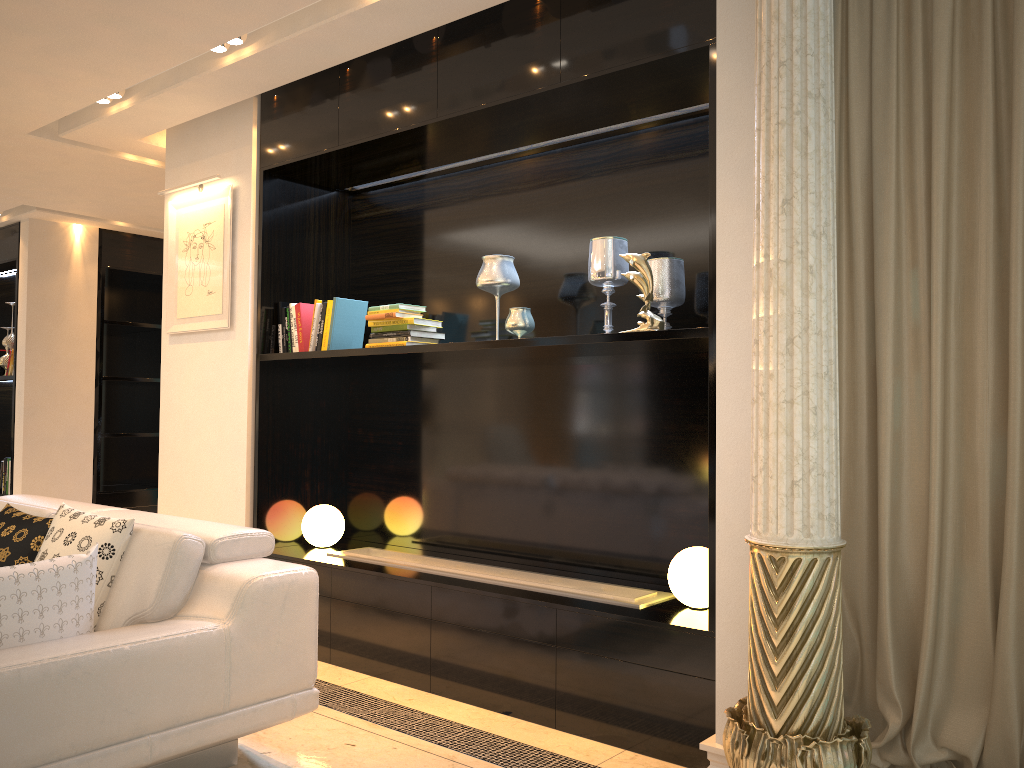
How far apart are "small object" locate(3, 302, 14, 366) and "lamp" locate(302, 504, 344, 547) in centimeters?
439cm

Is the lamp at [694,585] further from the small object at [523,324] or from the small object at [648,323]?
the small object at [523,324]

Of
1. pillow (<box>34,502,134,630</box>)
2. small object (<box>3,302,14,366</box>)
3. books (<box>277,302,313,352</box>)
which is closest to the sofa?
pillow (<box>34,502,134,630</box>)

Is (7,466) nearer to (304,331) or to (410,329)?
(304,331)

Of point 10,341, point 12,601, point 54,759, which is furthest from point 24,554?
point 10,341

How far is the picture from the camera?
4.53m

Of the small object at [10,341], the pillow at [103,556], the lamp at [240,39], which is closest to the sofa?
the pillow at [103,556]

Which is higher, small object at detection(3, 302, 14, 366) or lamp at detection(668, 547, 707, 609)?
small object at detection(3, 302, 14, 366)

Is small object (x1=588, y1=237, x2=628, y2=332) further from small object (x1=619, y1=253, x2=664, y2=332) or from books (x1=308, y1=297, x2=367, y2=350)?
books (x1=308, y1=297, x2=367, y2=350)

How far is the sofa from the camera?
2.1 meters
